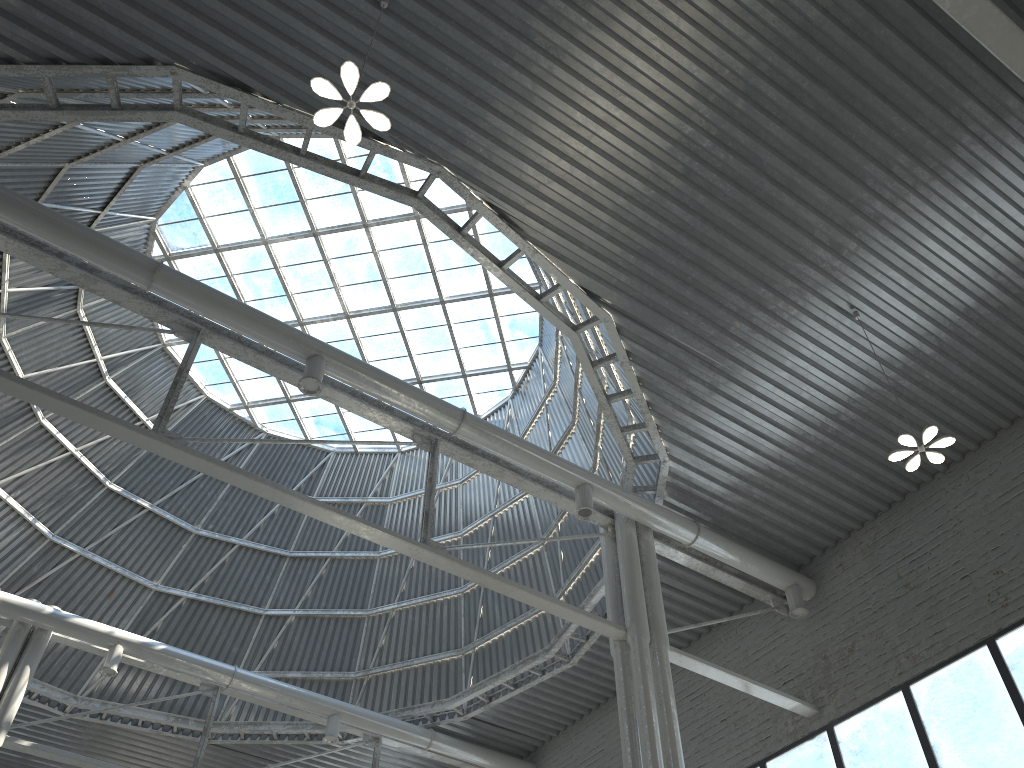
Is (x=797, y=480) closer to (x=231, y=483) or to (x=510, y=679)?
(x=510, y=679)

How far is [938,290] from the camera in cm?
1816

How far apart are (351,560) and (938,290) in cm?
2343
